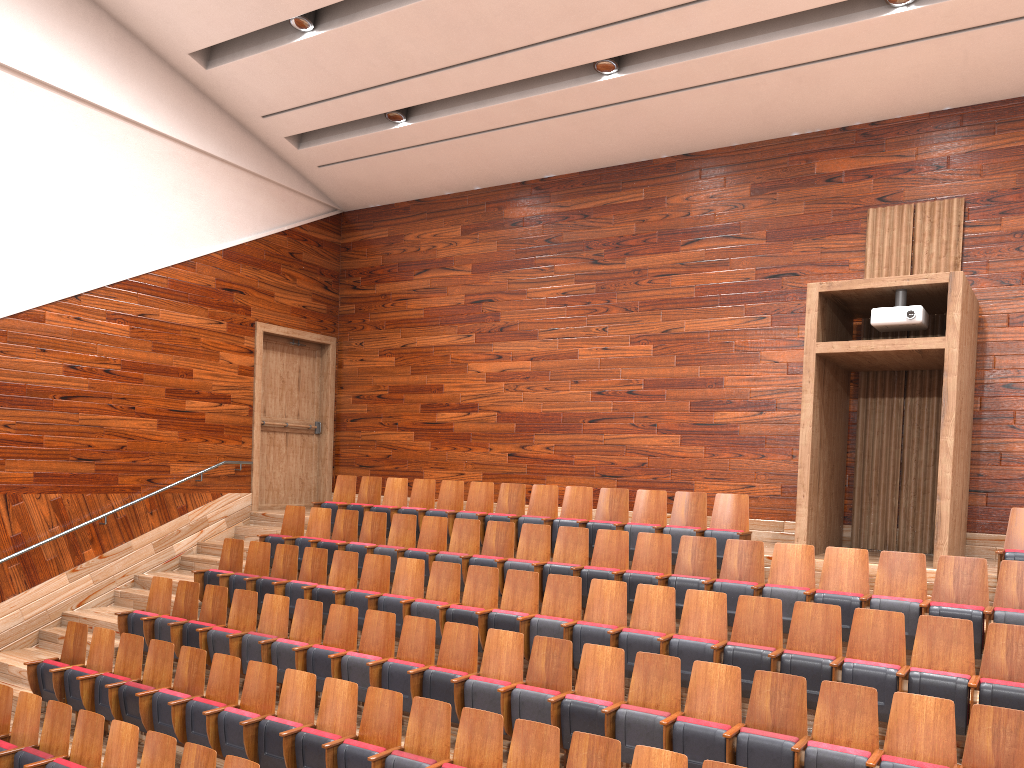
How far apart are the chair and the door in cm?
15

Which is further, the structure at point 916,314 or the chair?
the structure at point 916,314

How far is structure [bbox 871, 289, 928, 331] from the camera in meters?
0.7 m

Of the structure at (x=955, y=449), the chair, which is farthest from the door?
the structure at (x=955, y=449)

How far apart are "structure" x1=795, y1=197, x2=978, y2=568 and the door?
0.7 meters

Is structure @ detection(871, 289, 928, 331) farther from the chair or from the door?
the door

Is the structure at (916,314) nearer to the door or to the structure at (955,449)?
the structure at (955,449)

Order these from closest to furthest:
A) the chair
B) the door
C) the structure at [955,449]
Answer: the chair → the structure at [955,449] → the door

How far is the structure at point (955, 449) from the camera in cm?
69

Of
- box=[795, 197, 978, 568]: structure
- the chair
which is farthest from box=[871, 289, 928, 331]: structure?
the chair
